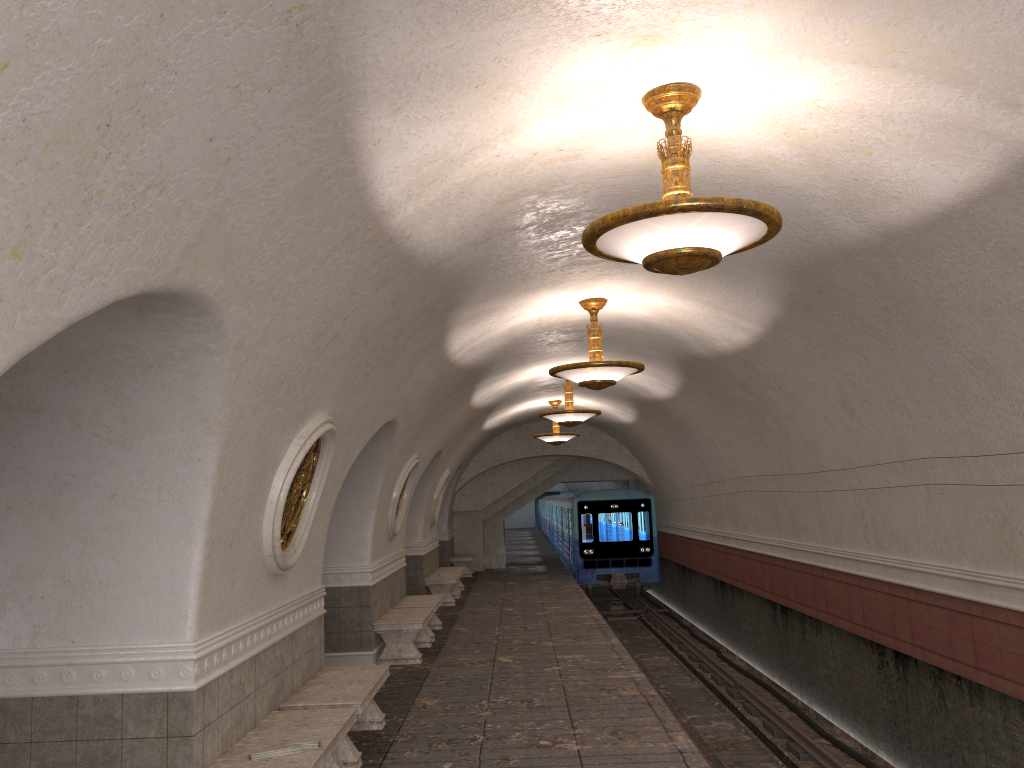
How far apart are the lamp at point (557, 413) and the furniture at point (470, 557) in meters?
10.0

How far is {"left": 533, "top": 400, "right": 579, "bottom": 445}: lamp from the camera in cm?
1845

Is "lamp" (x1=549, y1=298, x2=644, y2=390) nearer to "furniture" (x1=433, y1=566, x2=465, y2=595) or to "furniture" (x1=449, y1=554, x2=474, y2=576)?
"furniture" (x1=433, y1=566, x2=465, y2=595)

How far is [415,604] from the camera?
12.8 meters

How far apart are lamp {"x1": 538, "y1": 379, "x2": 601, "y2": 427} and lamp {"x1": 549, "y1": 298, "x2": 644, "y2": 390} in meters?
4.3

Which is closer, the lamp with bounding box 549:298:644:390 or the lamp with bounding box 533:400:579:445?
the lamp with bounding box 549:298:644:390

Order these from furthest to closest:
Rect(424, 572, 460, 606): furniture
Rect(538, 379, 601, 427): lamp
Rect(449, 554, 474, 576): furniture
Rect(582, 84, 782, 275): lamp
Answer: Rect(449, 554, 474, 576): furniture < Rect(424, 572, 460, 606): furniture < Rect(538, 379, 601, 427): lamp < Rect(582, 84, 782, 275): lamp

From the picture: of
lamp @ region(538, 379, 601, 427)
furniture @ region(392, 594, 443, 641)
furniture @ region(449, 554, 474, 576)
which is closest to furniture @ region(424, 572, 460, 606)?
furniture @ region(392, 594, 443, 641)

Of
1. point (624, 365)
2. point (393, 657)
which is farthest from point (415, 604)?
point (624, 365)

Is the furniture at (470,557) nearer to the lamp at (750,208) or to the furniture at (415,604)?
the furniture at (415,604)
